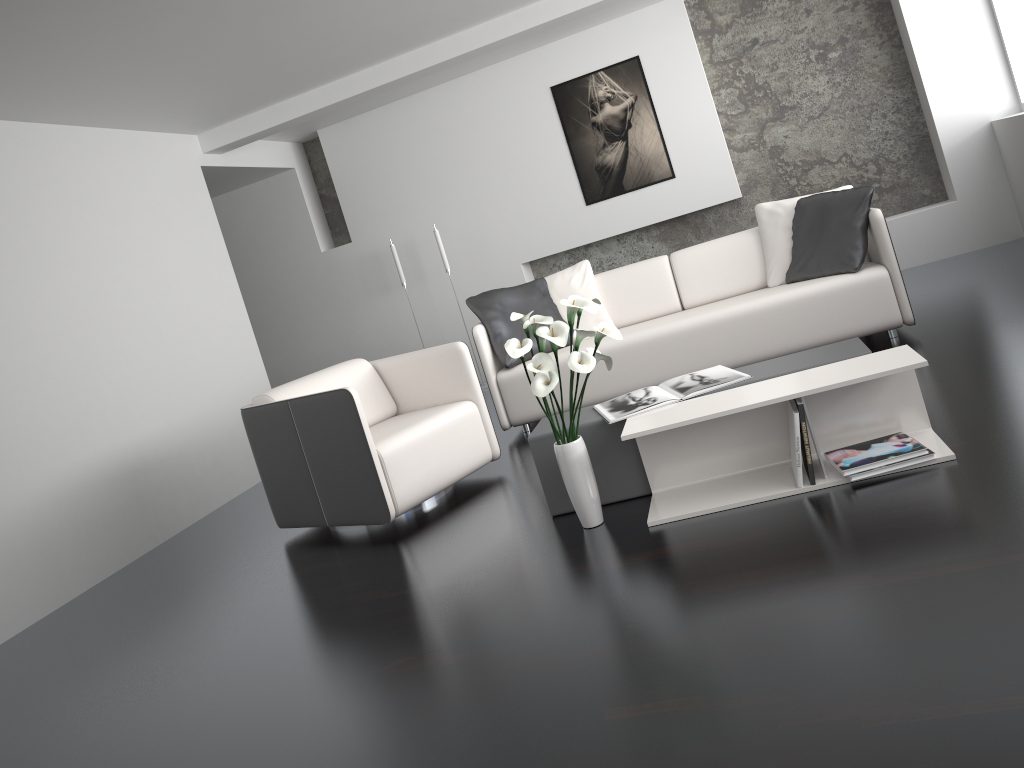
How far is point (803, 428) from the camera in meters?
2.8

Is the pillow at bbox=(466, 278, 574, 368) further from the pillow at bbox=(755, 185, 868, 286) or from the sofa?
the pillow at bbox=(755, 185, 868, 286)

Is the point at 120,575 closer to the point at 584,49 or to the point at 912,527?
the point at 912,527

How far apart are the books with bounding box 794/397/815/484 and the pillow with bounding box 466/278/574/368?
2.3 meters

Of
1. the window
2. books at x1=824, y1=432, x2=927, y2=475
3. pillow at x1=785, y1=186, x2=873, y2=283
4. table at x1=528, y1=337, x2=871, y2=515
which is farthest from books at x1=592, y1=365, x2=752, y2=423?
the window

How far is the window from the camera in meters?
6.0

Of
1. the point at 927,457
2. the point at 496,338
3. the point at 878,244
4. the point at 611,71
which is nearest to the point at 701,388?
the point at 927,457

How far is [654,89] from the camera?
6.7m

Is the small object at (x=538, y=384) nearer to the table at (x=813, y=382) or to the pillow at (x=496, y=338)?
the table at (x=813, y=382)

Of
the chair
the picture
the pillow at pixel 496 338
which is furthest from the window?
the chair
